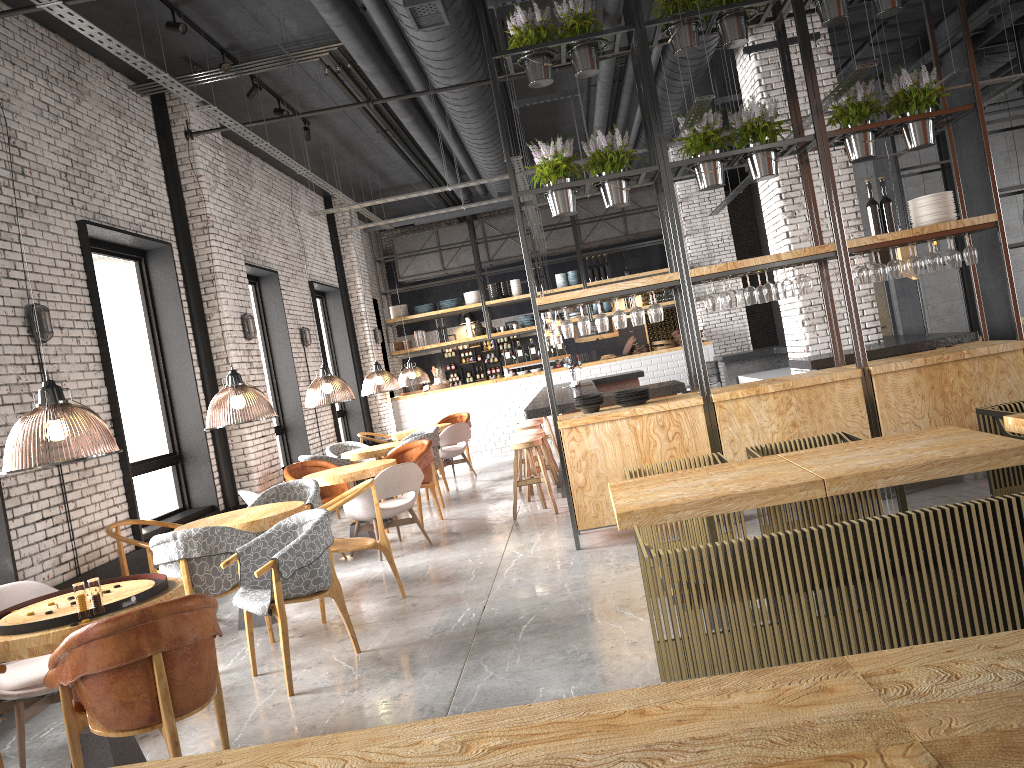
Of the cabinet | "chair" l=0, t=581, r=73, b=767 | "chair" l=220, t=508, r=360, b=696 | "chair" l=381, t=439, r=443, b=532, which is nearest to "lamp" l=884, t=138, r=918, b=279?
"chair" l=381, t=439, r=443, b=532

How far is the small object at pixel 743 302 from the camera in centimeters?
730cm

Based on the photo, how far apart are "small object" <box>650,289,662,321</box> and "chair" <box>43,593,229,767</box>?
4.4 meters

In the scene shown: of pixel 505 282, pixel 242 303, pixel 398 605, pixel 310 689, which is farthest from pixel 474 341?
pixel 310 689

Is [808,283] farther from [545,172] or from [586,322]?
[545,172]

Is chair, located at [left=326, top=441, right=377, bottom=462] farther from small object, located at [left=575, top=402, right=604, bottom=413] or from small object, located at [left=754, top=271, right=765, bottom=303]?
small object, located at [left=754, top=271, right=765, bottom=303]

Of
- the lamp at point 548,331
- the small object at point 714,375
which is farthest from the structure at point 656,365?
the small object at point 714,375

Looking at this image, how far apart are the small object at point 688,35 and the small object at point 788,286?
2.0m

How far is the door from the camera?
16.4 meters

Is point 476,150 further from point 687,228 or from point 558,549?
point 687,228
